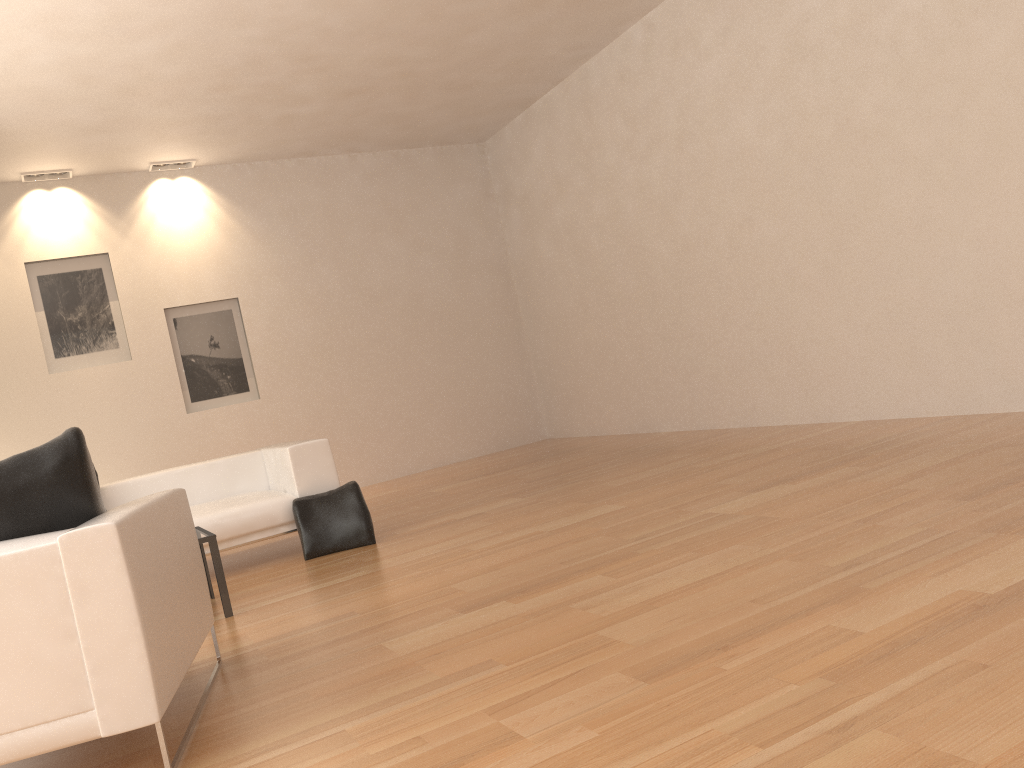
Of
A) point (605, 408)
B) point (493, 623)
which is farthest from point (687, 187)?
point (493, 623)

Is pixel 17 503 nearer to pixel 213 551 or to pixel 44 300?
pixel 213 551

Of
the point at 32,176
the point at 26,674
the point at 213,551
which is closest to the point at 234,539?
the point at 213,551

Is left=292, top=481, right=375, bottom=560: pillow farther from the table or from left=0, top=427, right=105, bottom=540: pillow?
left=0, top=427, right=105, bottom=540: pillow

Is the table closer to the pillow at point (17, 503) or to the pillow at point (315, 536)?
the pillow at point (315, 536)

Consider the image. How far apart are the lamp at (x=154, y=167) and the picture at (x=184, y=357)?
1.5 meters

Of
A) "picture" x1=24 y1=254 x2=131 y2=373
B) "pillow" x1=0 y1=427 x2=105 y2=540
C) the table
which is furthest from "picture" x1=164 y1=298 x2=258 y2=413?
"pillow" x1=0 y1=427 x2=105 y2=540

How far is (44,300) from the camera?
8.74m

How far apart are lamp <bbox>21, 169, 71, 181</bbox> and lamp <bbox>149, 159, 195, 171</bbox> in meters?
0.8 m

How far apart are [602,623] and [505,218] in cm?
835
